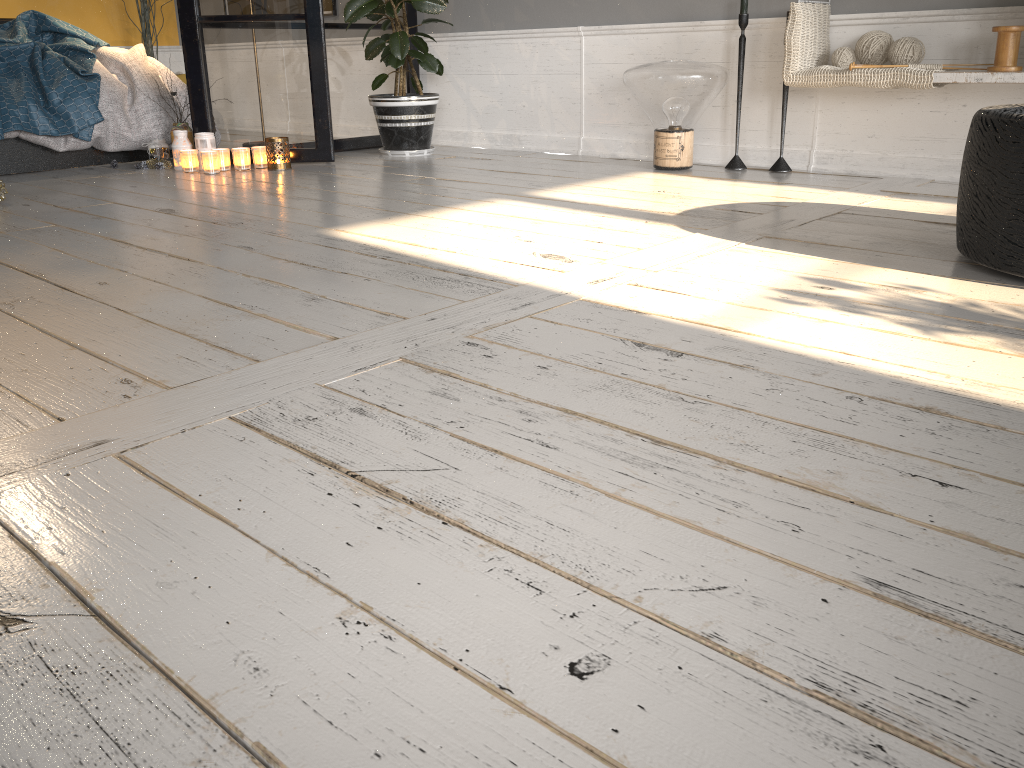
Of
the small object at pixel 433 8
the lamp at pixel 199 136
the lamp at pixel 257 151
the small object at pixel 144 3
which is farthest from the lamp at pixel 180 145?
the small object at pixel 144 3

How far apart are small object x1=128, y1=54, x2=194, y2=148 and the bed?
0.1m

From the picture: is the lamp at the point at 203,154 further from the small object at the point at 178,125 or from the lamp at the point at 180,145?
the small object at the point at 178,125

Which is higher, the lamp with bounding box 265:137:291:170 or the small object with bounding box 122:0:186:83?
the small object with bounding box 122:0:186:83

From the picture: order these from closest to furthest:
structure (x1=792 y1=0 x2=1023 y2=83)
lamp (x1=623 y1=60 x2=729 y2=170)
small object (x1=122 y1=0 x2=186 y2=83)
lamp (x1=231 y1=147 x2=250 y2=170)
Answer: structure (x1=792 y1=0 x2=1023 y2=83) < lamp (x1=623 y1=60 x2=729 y2=170) < lamp (x1=231 y1=147 x2=250 y2=170) < small object (x1=122 y1=0 x2=186 y2=83)

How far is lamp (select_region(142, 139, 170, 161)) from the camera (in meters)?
4.11

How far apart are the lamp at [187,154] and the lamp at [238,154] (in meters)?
0.17

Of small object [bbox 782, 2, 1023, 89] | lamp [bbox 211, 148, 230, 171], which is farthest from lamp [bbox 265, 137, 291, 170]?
small object [bbox 782, 2, 1023, 89]

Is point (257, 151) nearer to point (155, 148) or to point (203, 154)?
point (203, 154)

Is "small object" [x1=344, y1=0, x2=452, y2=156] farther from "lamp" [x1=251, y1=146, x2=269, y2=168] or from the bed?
the bed
